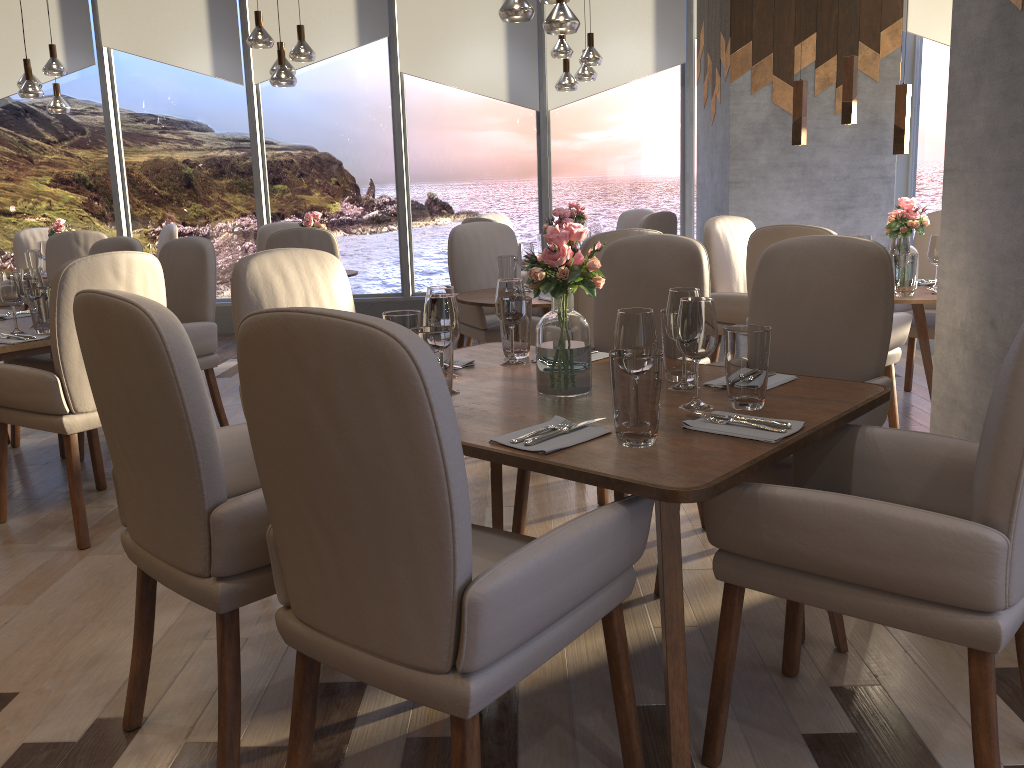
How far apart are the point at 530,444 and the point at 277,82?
4.5m

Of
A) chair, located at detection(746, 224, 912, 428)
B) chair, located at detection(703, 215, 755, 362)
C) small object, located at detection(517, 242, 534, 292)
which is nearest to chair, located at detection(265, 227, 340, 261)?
small object, located at detection(517, 242, 534, 292)

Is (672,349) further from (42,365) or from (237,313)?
(42,365)

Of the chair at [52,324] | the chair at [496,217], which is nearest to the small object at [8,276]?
the chair at [52,324]

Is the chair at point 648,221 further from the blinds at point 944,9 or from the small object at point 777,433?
the small object at point 777,433

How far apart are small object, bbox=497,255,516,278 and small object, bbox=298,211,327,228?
1.9 meters

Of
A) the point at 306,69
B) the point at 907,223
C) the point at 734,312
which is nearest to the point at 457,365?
the point at 734,312

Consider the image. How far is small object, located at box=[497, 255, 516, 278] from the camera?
4.4 meters

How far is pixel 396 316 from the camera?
2.3m

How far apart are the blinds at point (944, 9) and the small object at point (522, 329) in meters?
4.4 m
